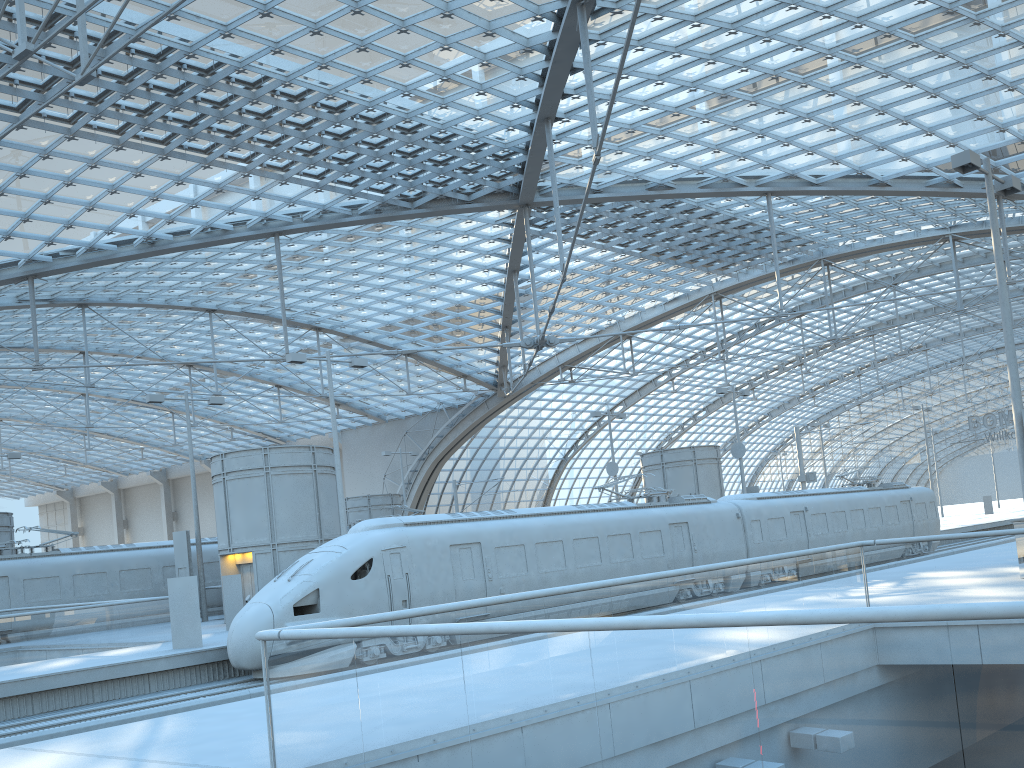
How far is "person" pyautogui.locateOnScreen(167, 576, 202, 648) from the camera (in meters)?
19.95

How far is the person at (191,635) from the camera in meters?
20.0 m

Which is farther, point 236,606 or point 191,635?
point 236,606

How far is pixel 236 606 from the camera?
24.46m

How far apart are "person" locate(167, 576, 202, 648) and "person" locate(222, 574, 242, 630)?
4.3m

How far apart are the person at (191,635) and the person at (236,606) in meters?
4.3 m

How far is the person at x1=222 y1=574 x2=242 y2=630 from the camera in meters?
24.5 m

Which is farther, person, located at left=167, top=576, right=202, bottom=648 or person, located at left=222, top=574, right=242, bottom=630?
person, located at left=222, top=574, right=242, bottom=630

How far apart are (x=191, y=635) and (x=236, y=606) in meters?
4.5 m
